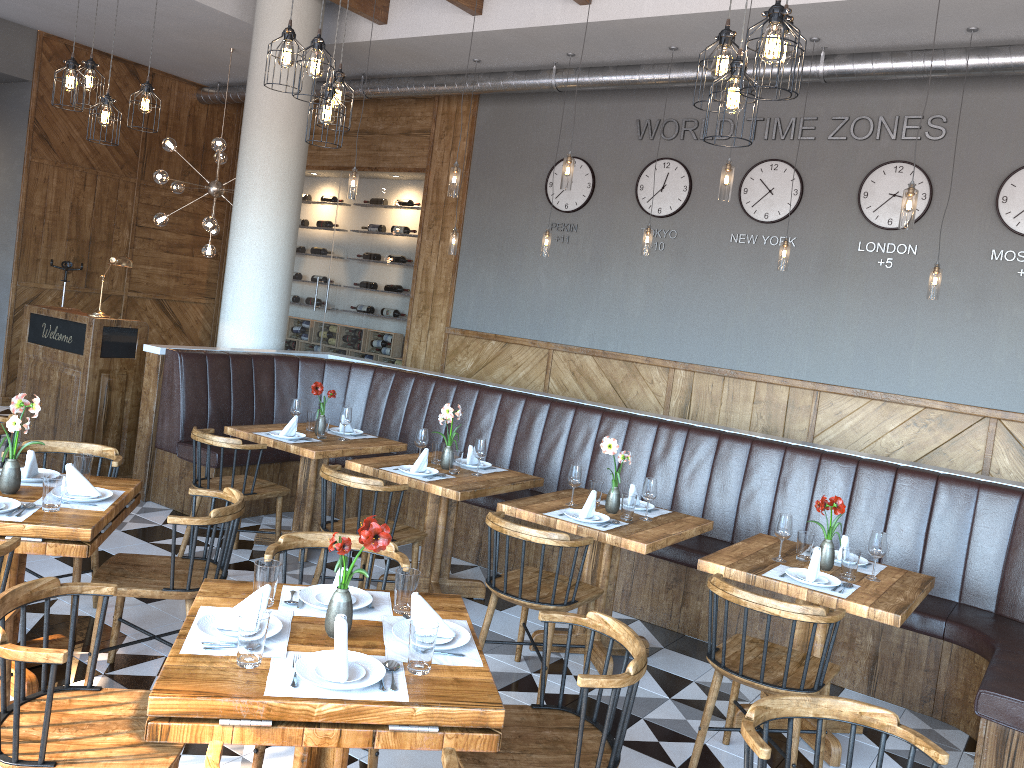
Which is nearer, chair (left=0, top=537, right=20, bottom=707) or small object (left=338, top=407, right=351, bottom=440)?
chair (left=0, top=537, right=20, bottom=707)

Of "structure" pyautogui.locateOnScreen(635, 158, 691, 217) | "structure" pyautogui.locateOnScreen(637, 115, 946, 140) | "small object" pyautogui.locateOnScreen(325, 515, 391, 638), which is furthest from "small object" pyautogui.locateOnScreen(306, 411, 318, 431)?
"structure" pyautogui.locateOnScreen(637, 115, 946, 140)

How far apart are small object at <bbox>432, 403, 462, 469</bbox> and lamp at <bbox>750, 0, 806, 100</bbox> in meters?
2.7

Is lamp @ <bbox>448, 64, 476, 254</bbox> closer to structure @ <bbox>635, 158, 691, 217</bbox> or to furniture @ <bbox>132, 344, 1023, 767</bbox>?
furniture @ <bbox>132, 344, 1023, 767</bbox>

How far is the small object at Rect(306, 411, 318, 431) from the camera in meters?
6.0 m

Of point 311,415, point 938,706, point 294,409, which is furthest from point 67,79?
point 938,706

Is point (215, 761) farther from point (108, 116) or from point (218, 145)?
point (218, 145)

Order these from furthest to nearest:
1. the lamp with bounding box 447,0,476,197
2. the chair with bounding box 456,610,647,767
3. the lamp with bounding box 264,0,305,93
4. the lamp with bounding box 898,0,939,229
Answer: the lamp with bounding box 447,0,476,197 < the lamp with bounding box 898,0,939,229 < the lamp with bounding box 264,0,305,93 < the chair with bounding box 456,610,647,767

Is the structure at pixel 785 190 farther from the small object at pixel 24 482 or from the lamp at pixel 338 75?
the small object at pixel 24 482

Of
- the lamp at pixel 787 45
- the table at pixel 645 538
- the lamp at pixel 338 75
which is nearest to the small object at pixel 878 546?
the table at pixel 645 538
